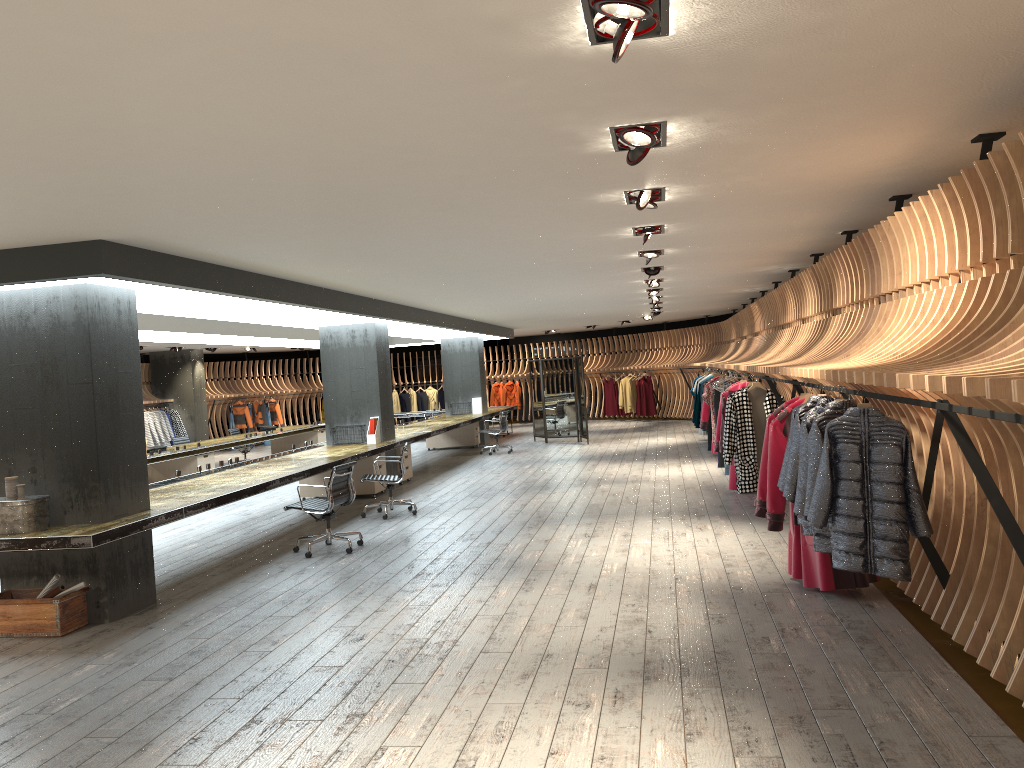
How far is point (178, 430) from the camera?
21.78m

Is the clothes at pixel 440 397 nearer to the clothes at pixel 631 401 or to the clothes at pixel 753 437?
the clothes at pixel 631 401

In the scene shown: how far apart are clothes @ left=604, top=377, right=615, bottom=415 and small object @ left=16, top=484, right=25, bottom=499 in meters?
20.6 m

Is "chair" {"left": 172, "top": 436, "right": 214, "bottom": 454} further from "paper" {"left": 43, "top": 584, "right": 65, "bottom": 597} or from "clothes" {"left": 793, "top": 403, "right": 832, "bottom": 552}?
"clothes" {"left": 793, "top": 403, "right": 832, "bottom": 552}

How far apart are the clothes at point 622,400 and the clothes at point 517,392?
3.7 meters

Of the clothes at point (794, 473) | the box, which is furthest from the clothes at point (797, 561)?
the box

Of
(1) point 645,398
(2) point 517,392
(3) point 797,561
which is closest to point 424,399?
(2) point 517,392

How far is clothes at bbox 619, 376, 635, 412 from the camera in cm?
2528

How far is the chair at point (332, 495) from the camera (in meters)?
8.62

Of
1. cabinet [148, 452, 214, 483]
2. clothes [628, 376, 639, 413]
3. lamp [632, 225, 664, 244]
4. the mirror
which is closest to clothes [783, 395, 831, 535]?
lamp [632, 225, 664, 244]
